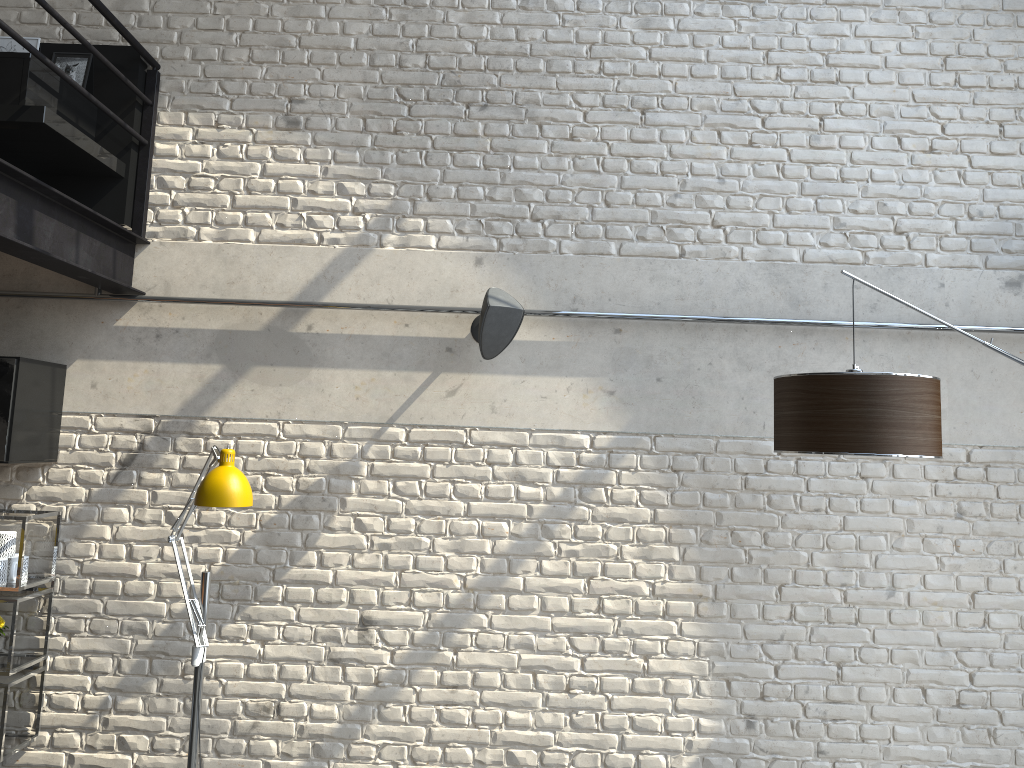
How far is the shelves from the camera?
3.5m

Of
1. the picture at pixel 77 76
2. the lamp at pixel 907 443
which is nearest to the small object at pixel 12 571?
the picture at pixel 77 76

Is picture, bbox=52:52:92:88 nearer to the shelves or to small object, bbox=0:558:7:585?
the shelves

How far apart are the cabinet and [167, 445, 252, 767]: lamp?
0.7m

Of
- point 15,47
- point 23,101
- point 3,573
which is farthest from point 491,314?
point 15,47

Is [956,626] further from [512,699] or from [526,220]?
[526,220]

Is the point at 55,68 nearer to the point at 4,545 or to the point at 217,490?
the point at 217,490

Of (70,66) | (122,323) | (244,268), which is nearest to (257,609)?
(122,323)

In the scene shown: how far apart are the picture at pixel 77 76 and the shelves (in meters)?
1.86

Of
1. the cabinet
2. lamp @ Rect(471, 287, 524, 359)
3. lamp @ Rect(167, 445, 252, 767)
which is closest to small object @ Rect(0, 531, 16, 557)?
the cabinet
